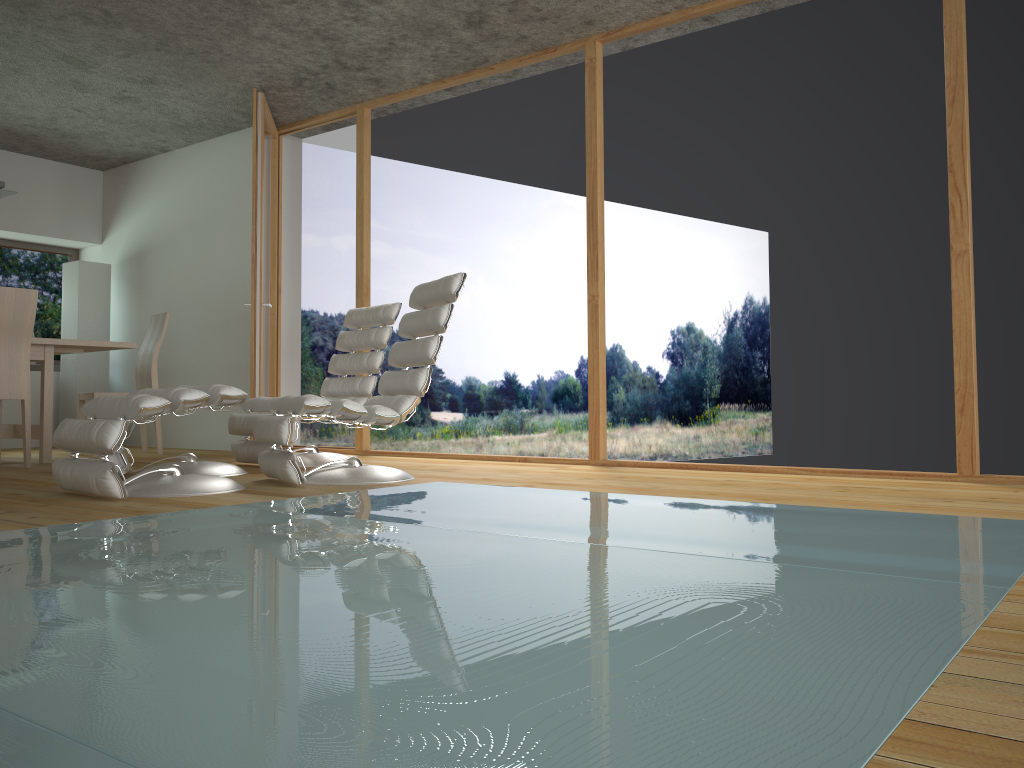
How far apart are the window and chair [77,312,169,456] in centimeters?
204cm

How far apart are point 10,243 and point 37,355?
2.9 meters

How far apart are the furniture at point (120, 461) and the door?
1.3m

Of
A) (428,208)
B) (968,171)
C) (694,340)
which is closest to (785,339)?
(694,340)

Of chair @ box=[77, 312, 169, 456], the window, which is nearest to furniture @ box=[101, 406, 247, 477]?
chair @ box=[77, 312, 169, 456]

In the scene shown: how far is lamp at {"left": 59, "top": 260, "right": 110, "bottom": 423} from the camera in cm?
732

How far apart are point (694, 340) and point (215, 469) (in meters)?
2.52

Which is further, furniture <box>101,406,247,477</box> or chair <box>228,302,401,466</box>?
chair <box>228,302,401,466</box>

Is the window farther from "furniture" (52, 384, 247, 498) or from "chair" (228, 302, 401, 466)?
"furniture" (52, 384, 247, 498)

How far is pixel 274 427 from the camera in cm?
380
